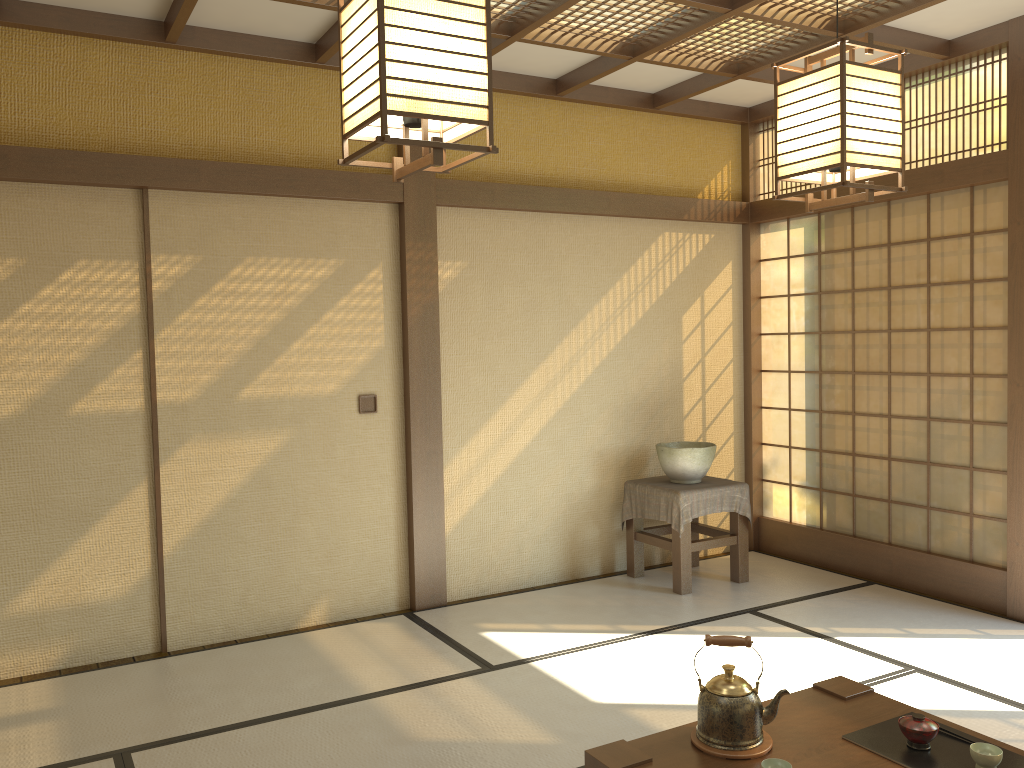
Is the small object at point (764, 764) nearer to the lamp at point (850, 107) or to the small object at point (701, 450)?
the lamp at point (850, 107)

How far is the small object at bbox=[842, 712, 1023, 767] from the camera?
2.3m

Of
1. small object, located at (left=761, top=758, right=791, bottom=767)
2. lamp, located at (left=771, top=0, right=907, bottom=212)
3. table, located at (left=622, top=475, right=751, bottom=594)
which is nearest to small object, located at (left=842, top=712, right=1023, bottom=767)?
small object, located at (left=761, top=758, right=791, bottom=767)

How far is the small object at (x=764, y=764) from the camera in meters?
2.2 m

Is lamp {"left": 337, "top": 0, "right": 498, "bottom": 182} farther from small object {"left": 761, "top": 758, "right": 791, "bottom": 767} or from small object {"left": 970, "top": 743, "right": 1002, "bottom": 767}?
small object {"left": 970, "top": 743, "right": 1002, "bottom": 767}

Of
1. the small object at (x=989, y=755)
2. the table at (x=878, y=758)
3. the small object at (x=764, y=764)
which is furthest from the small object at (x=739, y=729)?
the small object at (x=989, y=755)

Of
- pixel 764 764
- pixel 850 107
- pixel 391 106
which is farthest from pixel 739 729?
pixel 391 106

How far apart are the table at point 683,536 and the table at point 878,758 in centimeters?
212cm

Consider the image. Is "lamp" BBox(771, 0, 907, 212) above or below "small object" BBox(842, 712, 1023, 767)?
above

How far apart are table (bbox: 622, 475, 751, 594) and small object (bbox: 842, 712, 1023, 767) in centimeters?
243cm
